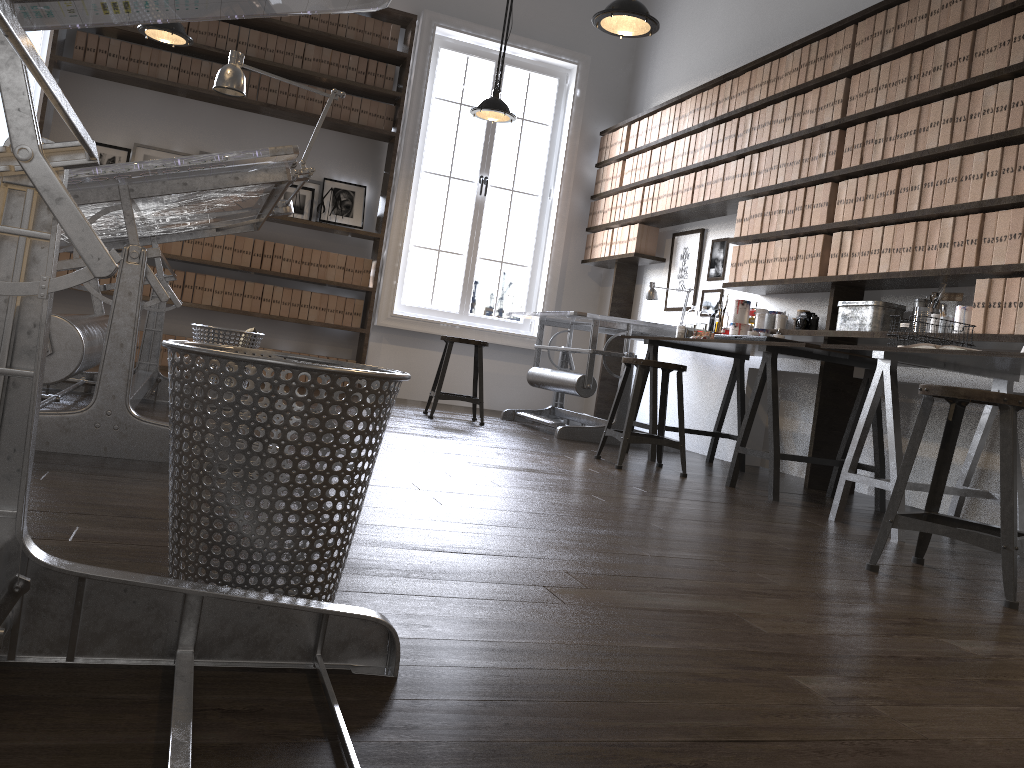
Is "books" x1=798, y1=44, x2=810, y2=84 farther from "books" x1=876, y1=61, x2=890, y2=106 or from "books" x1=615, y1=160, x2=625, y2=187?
"books" x1=615, y1=160, x2=625, y2=187

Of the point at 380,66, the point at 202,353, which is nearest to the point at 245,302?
the point at 380,66

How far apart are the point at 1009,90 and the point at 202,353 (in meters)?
3.57

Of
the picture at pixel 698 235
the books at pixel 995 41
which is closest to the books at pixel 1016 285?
the books at pixel 995 41

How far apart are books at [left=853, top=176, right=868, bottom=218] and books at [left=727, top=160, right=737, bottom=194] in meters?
1.2 m

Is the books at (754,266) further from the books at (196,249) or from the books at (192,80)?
the books at (192,80)

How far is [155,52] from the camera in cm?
630

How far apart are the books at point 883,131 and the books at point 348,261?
3.98m

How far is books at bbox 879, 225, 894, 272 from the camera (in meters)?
4.06

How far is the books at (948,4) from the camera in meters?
3.9
